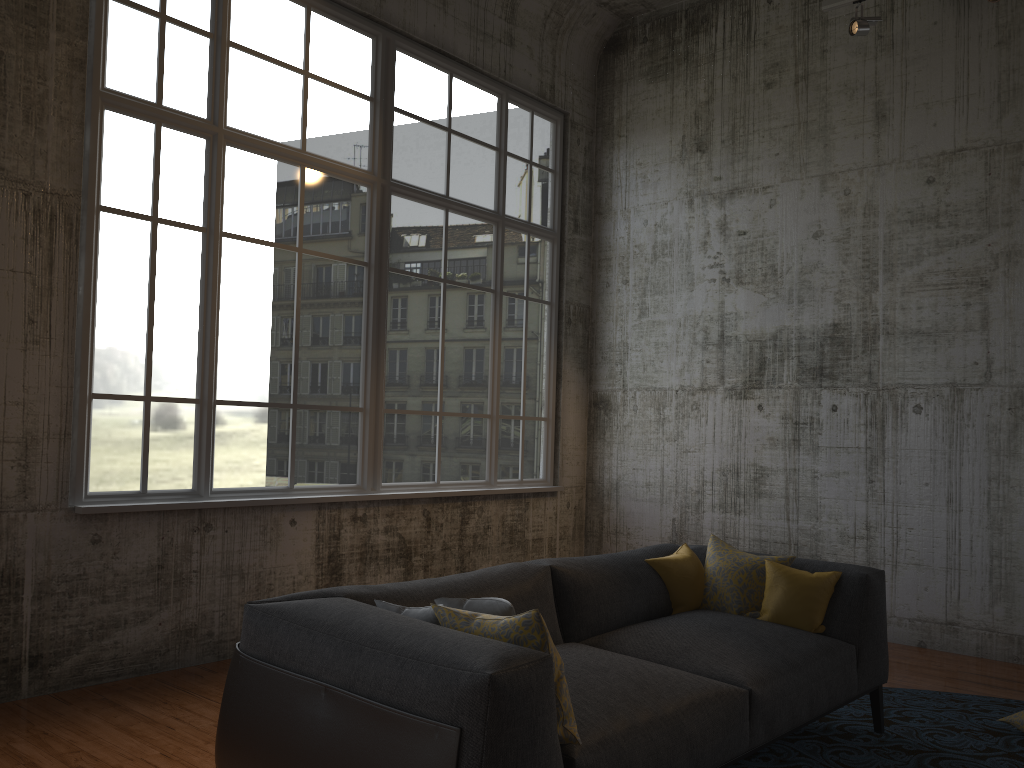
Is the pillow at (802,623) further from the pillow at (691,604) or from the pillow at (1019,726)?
the pillow at (1019,726)

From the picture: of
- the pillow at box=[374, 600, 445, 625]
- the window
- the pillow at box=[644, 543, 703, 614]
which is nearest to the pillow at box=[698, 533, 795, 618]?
the pillow at box=[644, 543, 703, 614]

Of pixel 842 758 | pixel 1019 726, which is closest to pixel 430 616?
pixel 842 758

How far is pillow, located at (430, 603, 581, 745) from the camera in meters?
2.6

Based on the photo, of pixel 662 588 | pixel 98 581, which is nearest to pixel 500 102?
pixel 662 588

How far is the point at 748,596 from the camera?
4.3 meters

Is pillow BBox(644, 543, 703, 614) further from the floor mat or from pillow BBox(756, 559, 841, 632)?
the floor mat

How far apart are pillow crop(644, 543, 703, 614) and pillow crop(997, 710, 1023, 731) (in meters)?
1.64

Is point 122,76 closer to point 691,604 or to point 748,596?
point 691,604

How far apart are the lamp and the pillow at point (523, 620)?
4.8m
